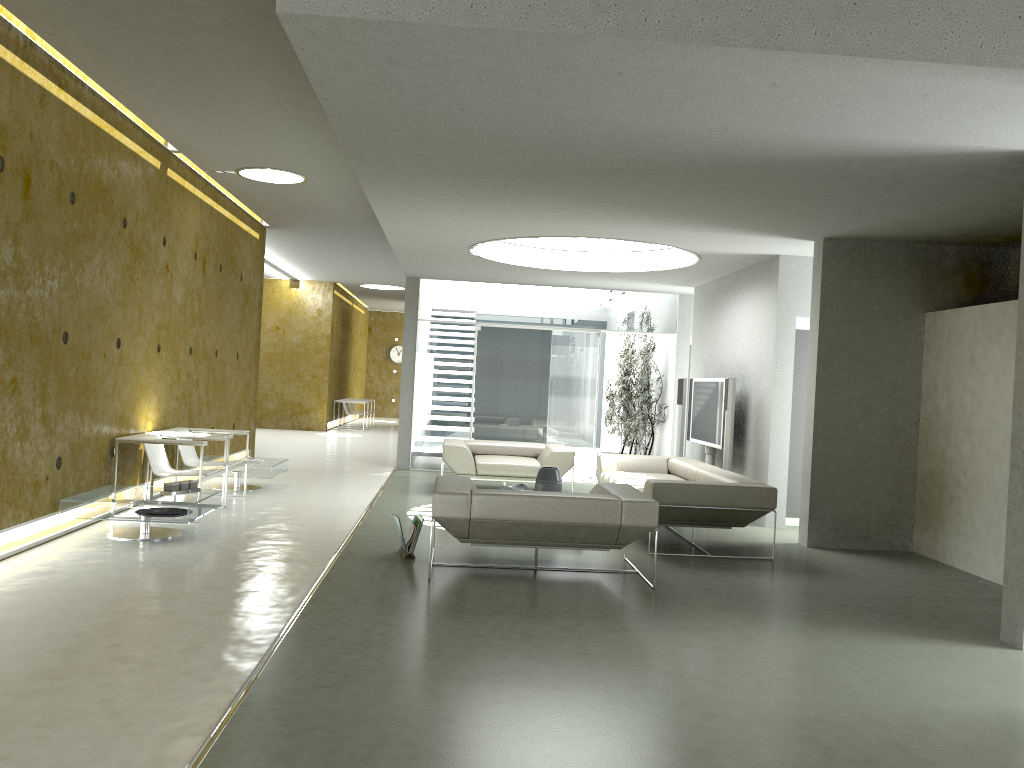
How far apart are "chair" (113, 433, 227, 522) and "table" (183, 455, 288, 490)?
1.3 meters

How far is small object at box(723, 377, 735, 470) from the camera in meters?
9.1 m

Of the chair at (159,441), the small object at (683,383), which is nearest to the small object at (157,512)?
the chair at (159,441)

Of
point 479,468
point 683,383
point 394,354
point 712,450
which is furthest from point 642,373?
point 394,354

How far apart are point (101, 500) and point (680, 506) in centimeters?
432cm

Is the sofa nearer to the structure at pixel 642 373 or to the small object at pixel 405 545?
the small object at pixel 405 545

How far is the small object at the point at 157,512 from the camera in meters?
6.6

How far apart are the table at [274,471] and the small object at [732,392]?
4.68m

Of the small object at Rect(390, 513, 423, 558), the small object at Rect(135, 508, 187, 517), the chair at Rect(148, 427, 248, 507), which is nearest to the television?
the small object at Rect(390, 513, 423, 558)

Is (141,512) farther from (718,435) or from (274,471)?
(718,435)
